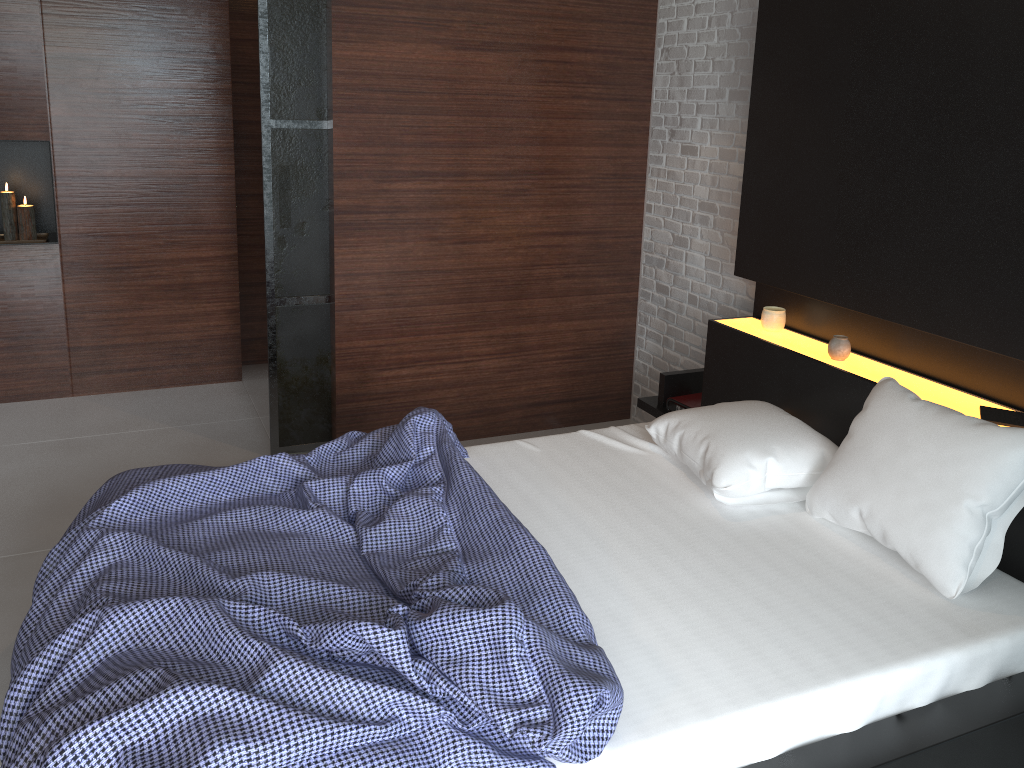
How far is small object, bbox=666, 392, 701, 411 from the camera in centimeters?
365cm

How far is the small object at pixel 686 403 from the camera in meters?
3.6

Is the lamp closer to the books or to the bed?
the bed

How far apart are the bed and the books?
0.0 meters

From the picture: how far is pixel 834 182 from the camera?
2.9m

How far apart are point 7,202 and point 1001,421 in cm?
430

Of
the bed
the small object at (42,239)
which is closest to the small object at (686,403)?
the bed

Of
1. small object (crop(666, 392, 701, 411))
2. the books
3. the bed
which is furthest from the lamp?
the books

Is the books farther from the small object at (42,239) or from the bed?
the small object at (42,239)

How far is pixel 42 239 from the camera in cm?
438
